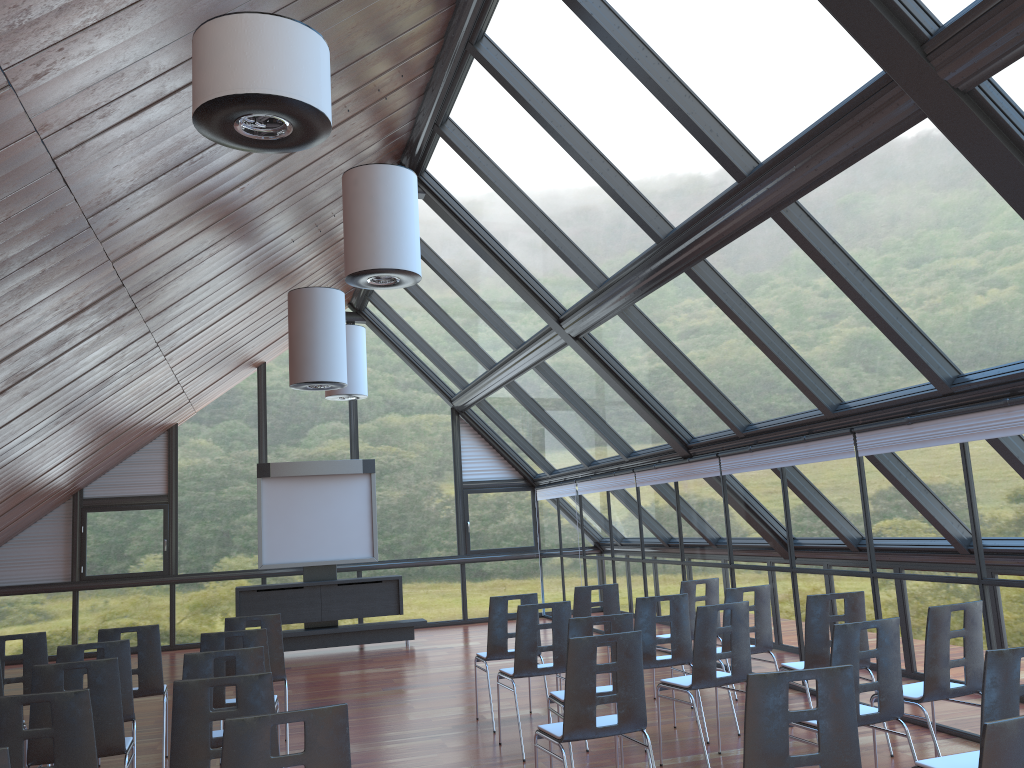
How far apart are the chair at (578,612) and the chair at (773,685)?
5.2 meters

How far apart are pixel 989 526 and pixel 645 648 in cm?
278

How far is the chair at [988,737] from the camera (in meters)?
2.61

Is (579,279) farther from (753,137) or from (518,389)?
(518,389)

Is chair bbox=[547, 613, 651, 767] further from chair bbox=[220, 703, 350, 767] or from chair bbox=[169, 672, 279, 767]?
chair bbox=[220, 703, 350, 767]

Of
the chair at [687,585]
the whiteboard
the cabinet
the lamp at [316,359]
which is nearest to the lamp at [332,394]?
the whiteboard

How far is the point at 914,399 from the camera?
7.2m

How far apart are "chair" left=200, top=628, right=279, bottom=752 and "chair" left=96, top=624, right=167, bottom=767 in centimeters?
101cm

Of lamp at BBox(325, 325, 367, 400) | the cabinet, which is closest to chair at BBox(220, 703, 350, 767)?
lamp at BBox(325, 325, 367, 400)

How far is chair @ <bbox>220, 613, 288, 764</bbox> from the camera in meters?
7.6 m
